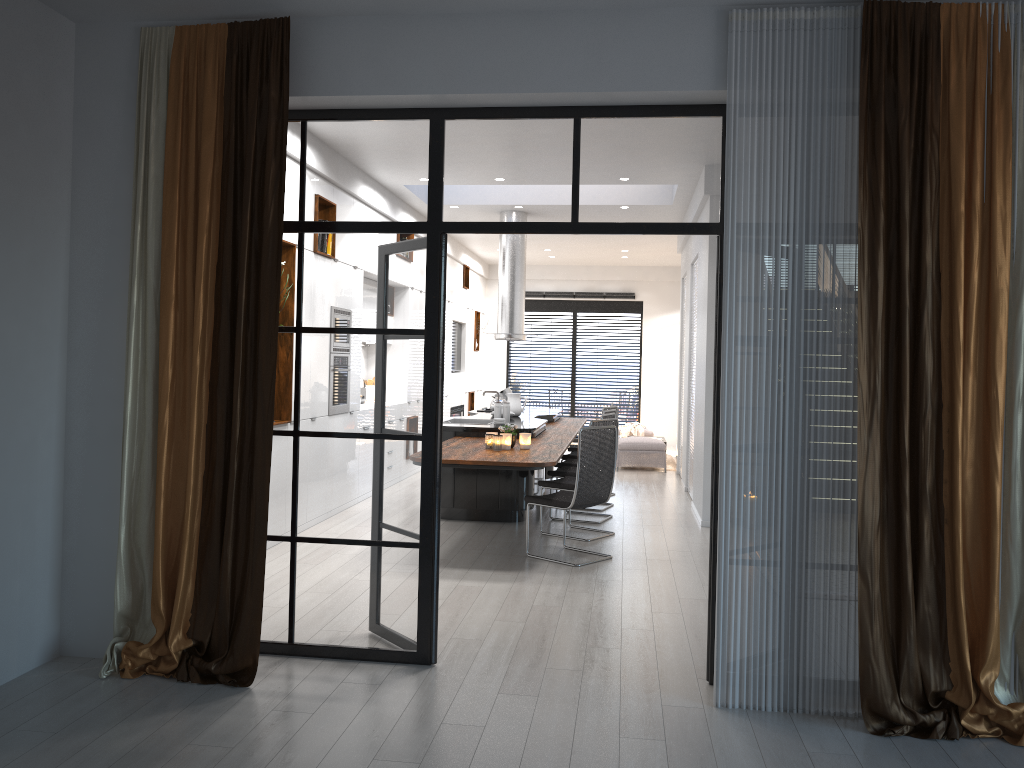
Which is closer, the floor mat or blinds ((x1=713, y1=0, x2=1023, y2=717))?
blinds ((x1=713, y1=0, x2=1023, y2=717))

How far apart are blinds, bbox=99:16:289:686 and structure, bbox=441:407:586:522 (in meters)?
2.24

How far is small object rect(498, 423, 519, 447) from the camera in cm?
708

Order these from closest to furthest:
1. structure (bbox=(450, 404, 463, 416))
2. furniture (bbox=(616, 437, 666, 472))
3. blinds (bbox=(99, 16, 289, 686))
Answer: blinds (bbox=(99, 16, 289, 686)) < furniture (bbox=(616, 437, 666, 472)) < structure (bbox=(450, 404, 463, 416))

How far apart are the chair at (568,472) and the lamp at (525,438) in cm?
142

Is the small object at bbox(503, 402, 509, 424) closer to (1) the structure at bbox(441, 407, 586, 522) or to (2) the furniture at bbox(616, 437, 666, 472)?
(1) the structure at bbox(441, 407, 586, 522)

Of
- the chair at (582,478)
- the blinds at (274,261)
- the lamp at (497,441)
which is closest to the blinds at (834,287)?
the blinds at (274,261)

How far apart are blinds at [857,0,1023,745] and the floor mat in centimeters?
916cm

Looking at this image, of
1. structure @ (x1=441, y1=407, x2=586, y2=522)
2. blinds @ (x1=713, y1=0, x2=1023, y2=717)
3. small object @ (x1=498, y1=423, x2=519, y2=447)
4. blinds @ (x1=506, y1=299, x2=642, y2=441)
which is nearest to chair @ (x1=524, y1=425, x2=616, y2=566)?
structure @ (x1=441, y1=407, x2=586, y2=522)

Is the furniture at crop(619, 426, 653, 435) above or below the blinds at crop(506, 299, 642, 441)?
below
